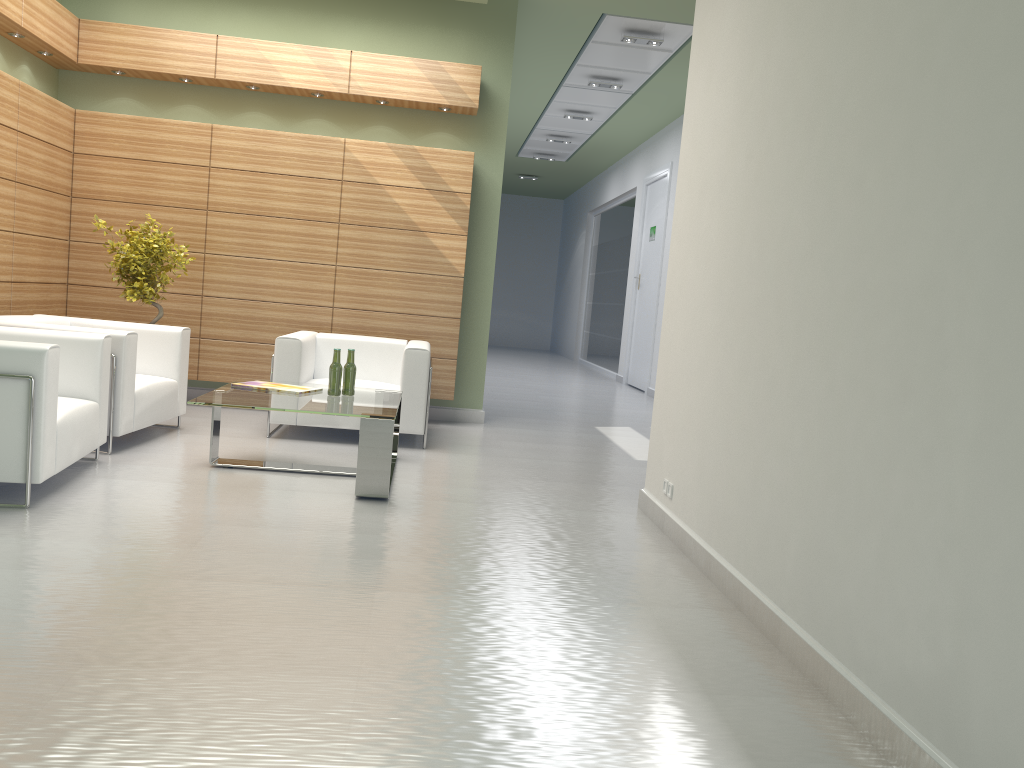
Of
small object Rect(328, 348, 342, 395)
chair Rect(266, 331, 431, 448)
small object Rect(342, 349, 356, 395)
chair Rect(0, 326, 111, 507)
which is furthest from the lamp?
chair Rect(0, 326, 111, 507)

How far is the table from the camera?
7.8 meters

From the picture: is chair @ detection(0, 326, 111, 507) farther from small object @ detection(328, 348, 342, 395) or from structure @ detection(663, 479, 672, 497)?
structure @ detection(663, 479, 672, 497)

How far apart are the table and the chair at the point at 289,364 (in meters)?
0.62

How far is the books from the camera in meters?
8.9

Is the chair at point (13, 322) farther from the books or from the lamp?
the lamp

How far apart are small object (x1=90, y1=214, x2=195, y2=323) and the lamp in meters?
7.8 m

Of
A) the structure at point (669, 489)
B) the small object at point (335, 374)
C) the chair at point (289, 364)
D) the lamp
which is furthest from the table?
the lamp

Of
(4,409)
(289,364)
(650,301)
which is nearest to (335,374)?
(289,364)

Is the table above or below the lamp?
below
